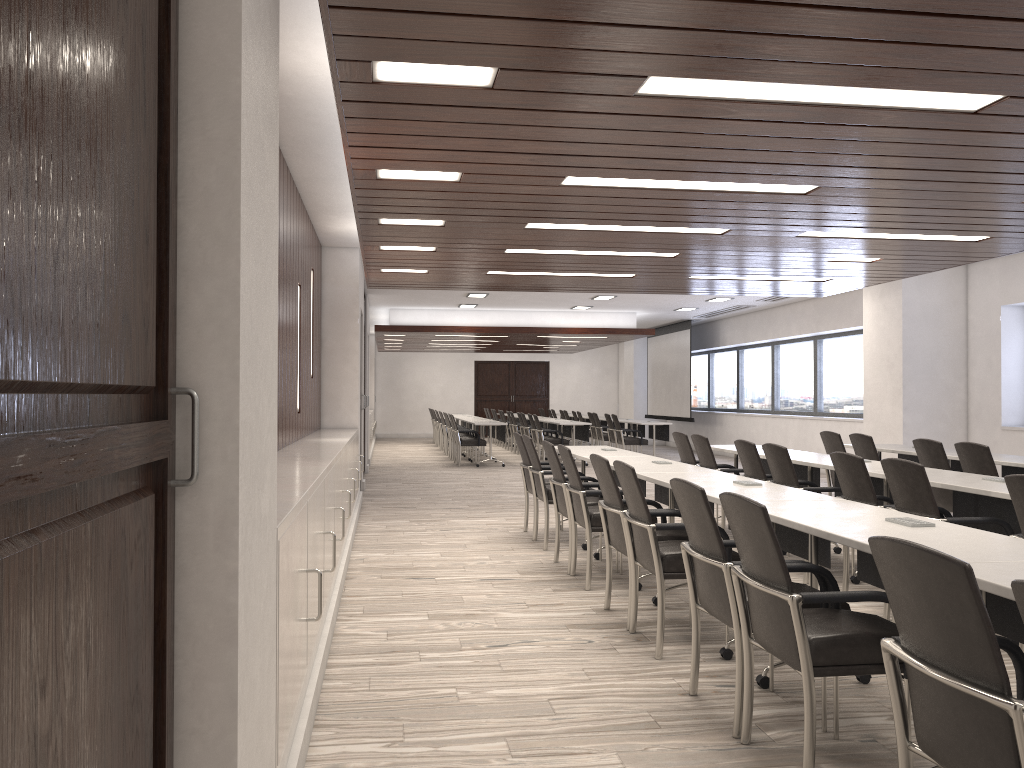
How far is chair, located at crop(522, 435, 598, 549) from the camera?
7.28m

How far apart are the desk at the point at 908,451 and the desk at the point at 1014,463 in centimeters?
60cm

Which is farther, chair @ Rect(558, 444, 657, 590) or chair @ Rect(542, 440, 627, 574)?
chair @ Rect(542, 440, 627, 574)

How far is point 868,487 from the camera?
5.1m

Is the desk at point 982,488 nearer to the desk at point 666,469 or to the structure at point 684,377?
the desk at point 666,469

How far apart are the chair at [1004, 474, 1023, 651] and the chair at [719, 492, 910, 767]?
1.2 meters

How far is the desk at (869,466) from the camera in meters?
6.1 m

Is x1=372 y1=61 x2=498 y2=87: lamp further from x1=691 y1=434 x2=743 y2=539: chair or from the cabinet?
x1=691 y1=434 x2=743 y2=539: chair

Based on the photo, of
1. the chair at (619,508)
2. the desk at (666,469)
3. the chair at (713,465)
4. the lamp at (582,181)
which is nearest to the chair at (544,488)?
the desk at (666,469)

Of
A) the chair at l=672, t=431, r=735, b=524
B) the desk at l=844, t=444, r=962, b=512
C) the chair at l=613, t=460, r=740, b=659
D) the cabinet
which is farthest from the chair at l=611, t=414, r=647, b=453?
the chair at l=613, t=460, r=740, b=659
